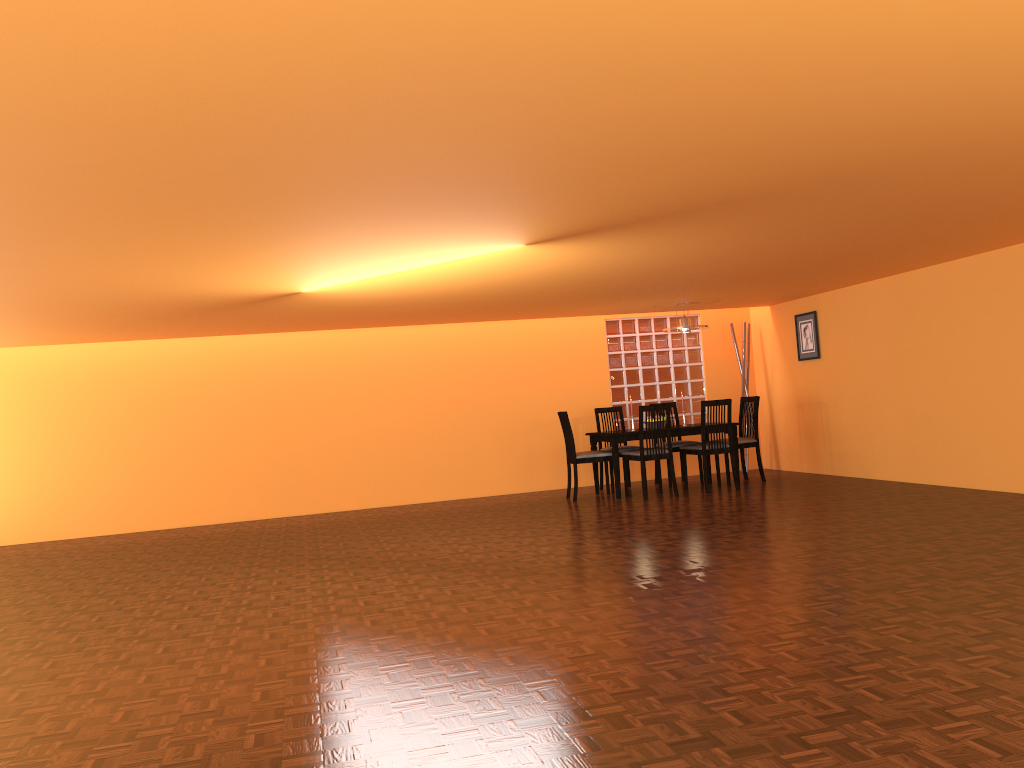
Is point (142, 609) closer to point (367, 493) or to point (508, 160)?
→ point (508, 160)

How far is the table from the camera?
7.74m

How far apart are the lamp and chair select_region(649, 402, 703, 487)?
1.1 meters

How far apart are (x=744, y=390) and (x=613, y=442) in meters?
2.2 m

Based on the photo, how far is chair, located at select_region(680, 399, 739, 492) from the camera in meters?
7.7 m

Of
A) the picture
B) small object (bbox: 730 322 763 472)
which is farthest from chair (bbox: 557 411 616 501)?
the picture

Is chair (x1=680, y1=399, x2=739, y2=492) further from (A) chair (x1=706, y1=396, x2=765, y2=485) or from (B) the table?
(A) chair (x1=706, y1=396, x2=765, y2=485)

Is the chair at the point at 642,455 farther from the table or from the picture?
the picture

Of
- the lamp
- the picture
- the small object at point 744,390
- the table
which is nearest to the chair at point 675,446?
the table

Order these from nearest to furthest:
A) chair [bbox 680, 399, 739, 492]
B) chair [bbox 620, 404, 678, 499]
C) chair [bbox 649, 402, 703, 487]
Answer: chair [bbox 620, 404, 678, 499] → chair [bbox 680, 399, 739, 492] → chair [bbox 649, 402, 703, 487]
